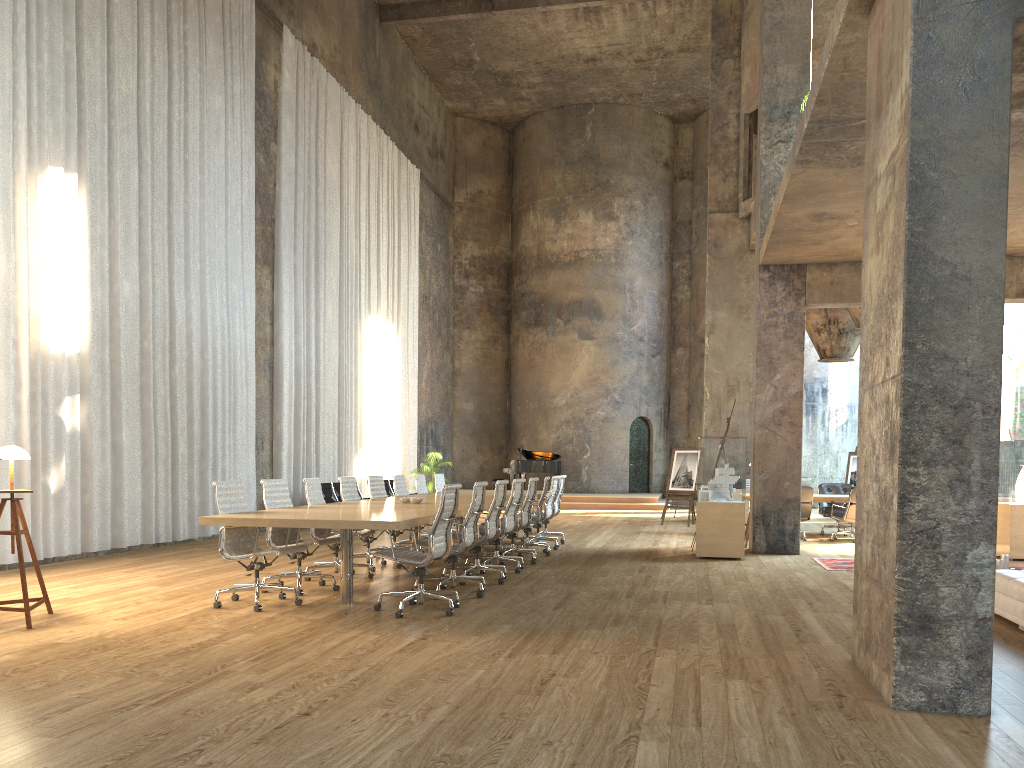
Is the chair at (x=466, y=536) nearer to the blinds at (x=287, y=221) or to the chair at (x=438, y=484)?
the chair at (x=438, y=484)

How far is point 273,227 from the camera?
15.6m

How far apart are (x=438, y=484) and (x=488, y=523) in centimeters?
486cm

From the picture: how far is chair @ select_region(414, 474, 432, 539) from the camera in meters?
12.3

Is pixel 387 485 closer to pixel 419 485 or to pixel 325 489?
pixel 325 489

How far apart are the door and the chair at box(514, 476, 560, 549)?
14.0 meters

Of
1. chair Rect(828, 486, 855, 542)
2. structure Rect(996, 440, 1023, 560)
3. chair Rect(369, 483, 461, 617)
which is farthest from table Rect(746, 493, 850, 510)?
chair Rect(369, 483, 461, 617)

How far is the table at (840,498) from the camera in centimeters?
1400cm

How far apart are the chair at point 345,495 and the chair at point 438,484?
3.3m

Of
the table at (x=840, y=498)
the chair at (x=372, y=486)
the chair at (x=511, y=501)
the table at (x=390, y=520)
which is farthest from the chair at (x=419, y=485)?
the table at (x=840, y=498)
